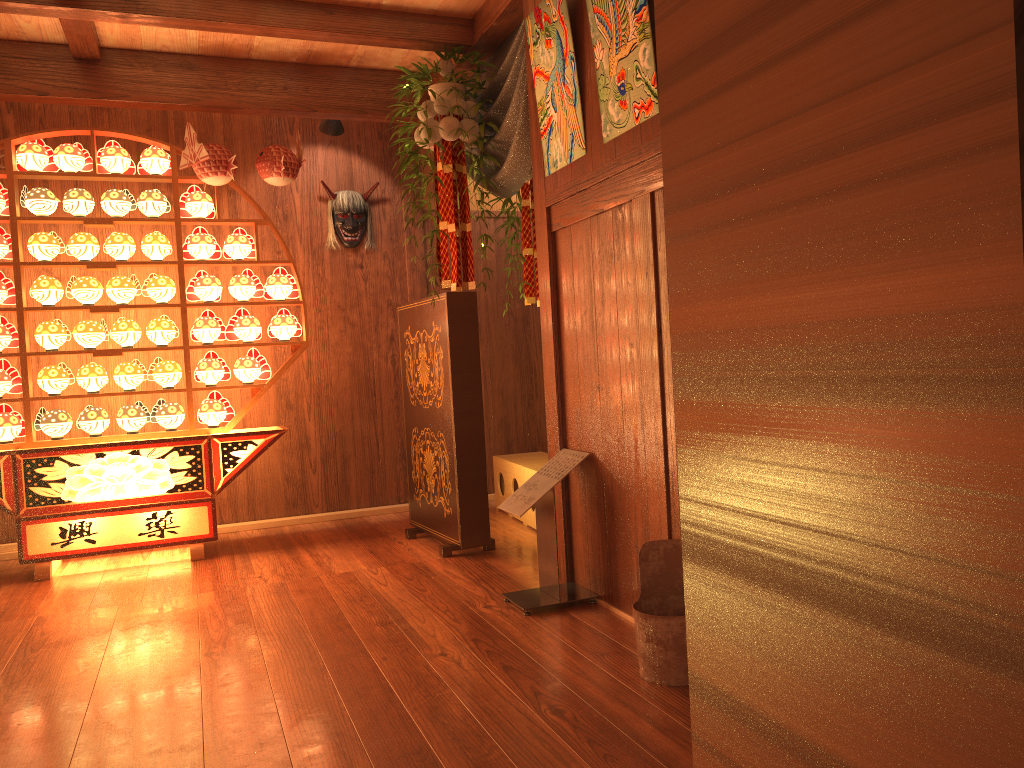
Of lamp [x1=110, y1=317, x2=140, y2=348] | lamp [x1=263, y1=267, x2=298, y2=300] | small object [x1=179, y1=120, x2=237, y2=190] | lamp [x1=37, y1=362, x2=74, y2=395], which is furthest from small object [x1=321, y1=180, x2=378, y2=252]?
lamp [x1=37, y1=362, x2=74, y2=395]

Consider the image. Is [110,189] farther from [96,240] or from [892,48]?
[892,48]

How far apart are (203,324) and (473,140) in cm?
179

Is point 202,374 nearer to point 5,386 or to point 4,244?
point 5,386

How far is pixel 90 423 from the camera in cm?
454

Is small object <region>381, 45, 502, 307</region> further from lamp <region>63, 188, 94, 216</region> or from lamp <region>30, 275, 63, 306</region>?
lamp <region>30, 275, 63, 306</region>

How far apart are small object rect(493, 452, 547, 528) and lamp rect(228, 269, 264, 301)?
1.7m

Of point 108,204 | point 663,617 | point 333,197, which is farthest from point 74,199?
point 663,617

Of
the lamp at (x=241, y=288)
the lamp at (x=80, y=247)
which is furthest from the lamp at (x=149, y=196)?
the lamp at (x=241, y=288)

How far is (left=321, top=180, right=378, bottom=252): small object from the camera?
5.5 meters
